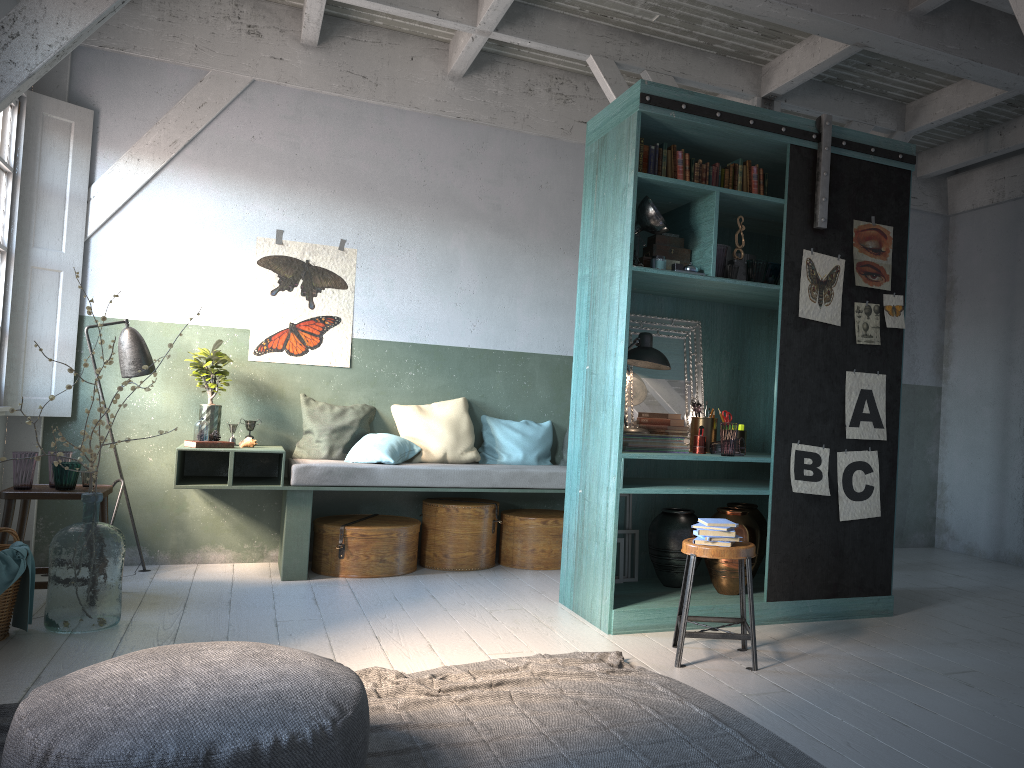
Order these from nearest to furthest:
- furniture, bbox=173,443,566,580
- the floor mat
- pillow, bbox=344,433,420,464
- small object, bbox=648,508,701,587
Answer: the floor mat
small object, bbox=648,508,701,587
furniture, bbox=173,443,566,580
pillow, bbox=344,433,420,464

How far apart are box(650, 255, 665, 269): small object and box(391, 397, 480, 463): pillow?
2.7 meters

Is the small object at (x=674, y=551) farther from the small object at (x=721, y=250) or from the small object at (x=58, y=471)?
the small object at (x=58, y=471)

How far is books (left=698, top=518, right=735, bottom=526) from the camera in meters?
4.6 m

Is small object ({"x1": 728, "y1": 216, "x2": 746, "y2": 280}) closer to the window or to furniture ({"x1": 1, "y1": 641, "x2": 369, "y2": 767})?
furniture ({"x1": 1, "y1": 641, "x2": 369, "y2": 767})

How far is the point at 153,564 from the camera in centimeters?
705cm

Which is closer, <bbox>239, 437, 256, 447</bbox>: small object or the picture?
the picture

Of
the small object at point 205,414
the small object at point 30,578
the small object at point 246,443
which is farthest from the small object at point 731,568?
the small object at point 30,578

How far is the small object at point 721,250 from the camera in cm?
548

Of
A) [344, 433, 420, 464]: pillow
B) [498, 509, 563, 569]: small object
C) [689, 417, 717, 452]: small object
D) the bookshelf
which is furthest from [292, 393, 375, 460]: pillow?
[689, 417, 717, 452]: small object
